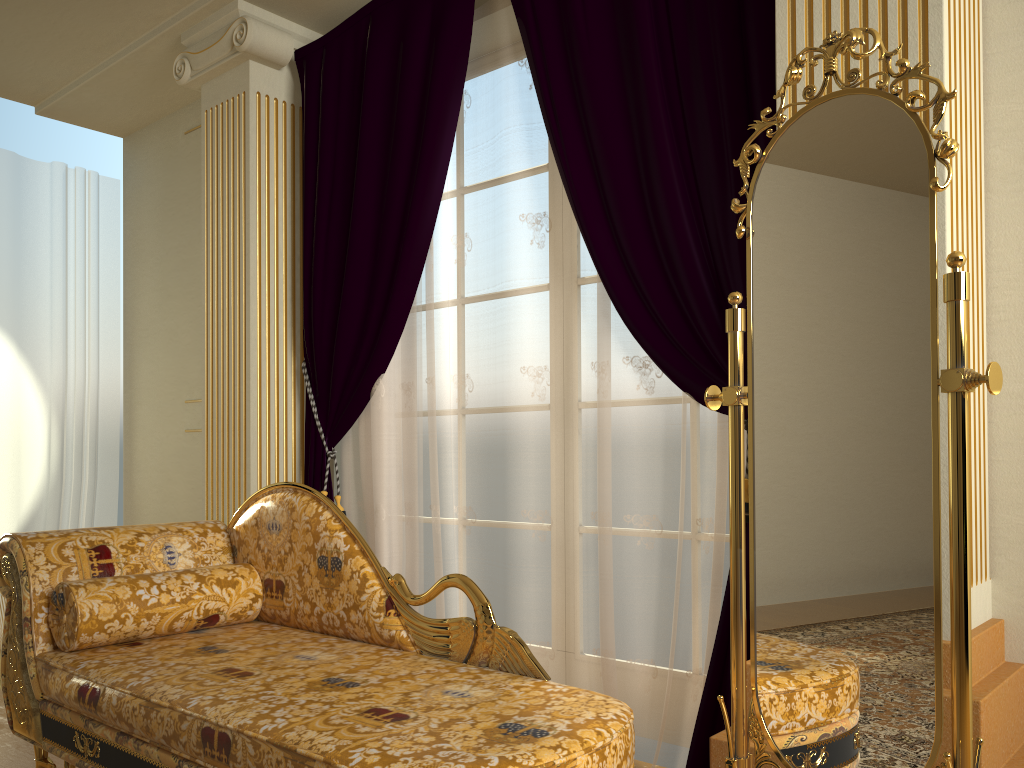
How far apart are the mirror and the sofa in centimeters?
19cm

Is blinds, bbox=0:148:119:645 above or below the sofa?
above

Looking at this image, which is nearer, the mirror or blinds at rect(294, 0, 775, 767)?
the mirror

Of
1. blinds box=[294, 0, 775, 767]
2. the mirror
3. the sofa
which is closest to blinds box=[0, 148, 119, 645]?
blinds box=[294, 0, 775, 767]

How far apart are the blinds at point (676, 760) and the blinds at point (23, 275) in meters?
1.8 m

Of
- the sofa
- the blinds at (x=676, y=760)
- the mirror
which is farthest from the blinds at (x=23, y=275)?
the mirror

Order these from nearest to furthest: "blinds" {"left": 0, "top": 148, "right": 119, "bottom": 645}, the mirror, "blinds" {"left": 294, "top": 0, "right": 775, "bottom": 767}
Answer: the mirror
"blinds" {"left": 294, "top": 0, "right": 775, "bottom": 767}
"blinds" {"left": 0, "top": 148, "right": 119, "bottom": 645}

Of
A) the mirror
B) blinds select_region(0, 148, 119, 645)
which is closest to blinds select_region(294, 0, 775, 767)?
the mirror

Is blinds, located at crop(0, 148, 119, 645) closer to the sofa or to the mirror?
the sofa

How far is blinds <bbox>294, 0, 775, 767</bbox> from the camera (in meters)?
2.42
